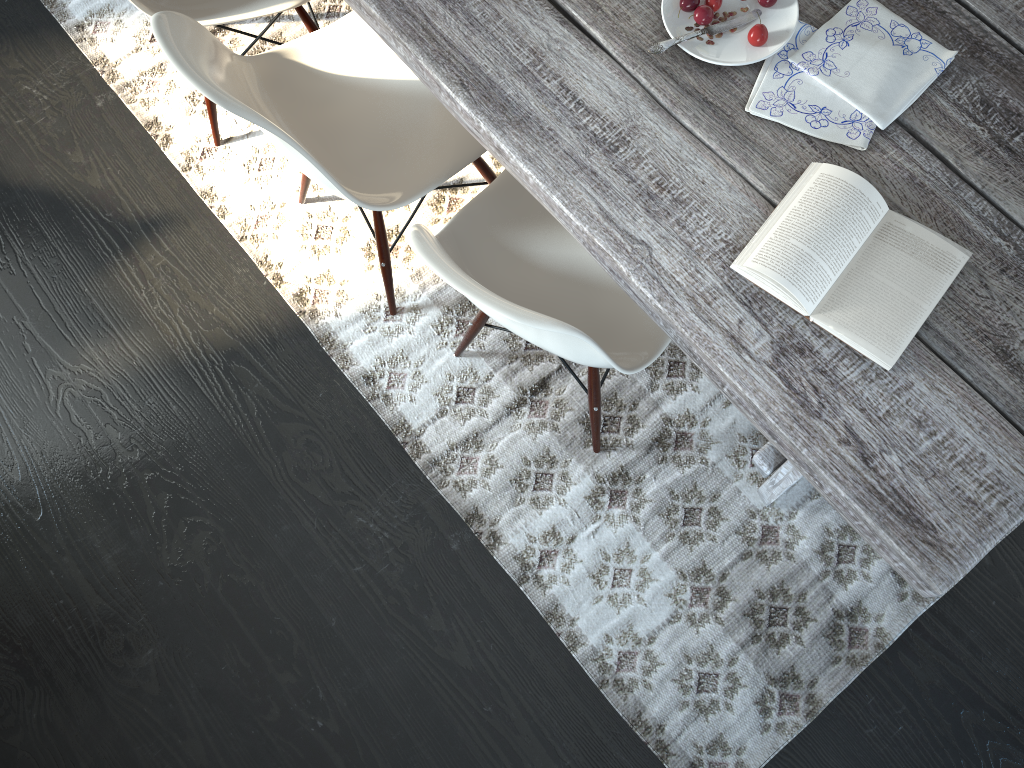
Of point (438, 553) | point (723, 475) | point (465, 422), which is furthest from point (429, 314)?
point (723, 475)

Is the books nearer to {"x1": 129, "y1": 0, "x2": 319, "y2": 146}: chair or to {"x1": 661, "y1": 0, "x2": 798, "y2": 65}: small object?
{"x1": 661, "y1": 0, "x2": 798, "y2": 65}: small object

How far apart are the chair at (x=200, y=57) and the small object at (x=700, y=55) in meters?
0.5

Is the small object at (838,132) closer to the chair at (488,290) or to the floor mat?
the chair at (488,290)

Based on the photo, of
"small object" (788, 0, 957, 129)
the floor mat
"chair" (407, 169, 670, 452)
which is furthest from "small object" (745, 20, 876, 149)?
the floor mat

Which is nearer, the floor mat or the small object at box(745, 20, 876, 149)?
the small object at box(745, 20, 876, 149)

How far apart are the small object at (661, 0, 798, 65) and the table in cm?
2

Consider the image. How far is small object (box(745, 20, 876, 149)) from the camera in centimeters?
128cm

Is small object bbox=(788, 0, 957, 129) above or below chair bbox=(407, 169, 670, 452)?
above

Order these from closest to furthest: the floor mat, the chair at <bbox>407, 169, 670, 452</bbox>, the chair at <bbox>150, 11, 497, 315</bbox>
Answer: the chair at <bbox>407, 169, 670, 452</bbox> < the chair at <bbox>150, 11, 497, 315</bbox> < the floor mat
